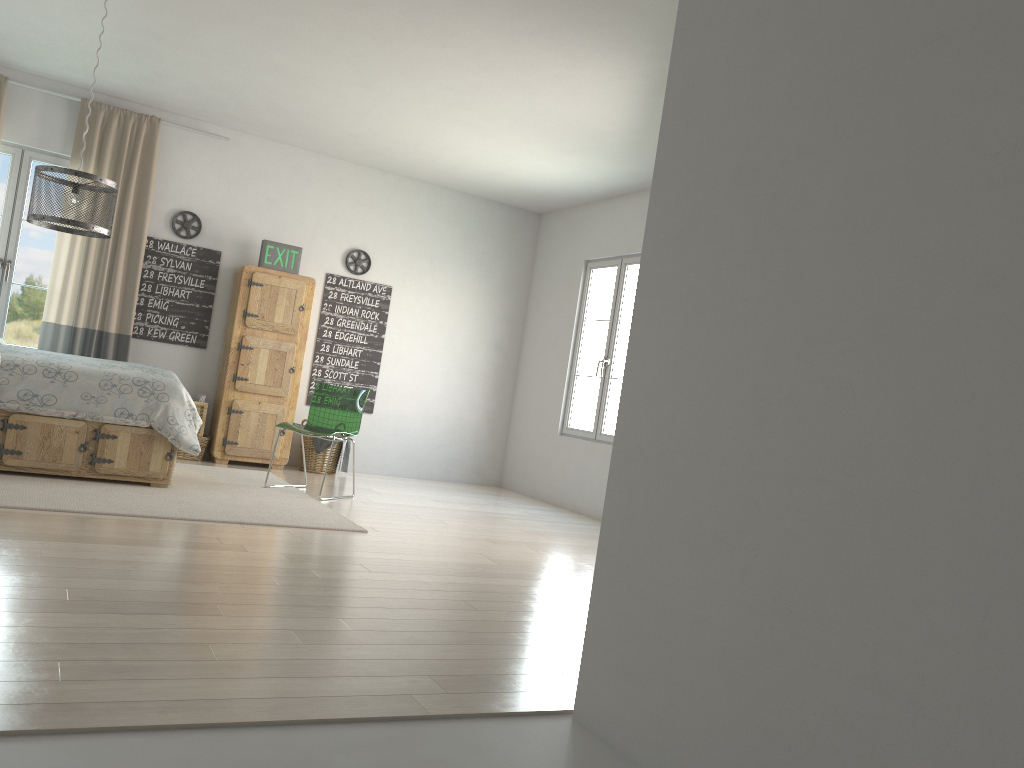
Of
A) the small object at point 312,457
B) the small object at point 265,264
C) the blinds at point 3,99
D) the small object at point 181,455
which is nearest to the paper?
the small object at point 181,455

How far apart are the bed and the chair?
0.7m

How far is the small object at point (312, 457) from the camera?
7.27m

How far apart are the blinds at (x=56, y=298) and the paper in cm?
62

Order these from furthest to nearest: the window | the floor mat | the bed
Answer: the window
the bed
the floor mat

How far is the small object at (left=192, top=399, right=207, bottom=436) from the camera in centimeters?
688cm

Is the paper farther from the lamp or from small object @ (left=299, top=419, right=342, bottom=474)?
the lamp

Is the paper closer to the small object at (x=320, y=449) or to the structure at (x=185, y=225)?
the small object at (x=320, y=449)

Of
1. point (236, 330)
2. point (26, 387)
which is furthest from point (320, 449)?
point (26, 387)

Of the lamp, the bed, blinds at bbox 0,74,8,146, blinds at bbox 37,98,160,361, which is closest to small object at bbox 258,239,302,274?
blinds at bbox 37,98,160,361
